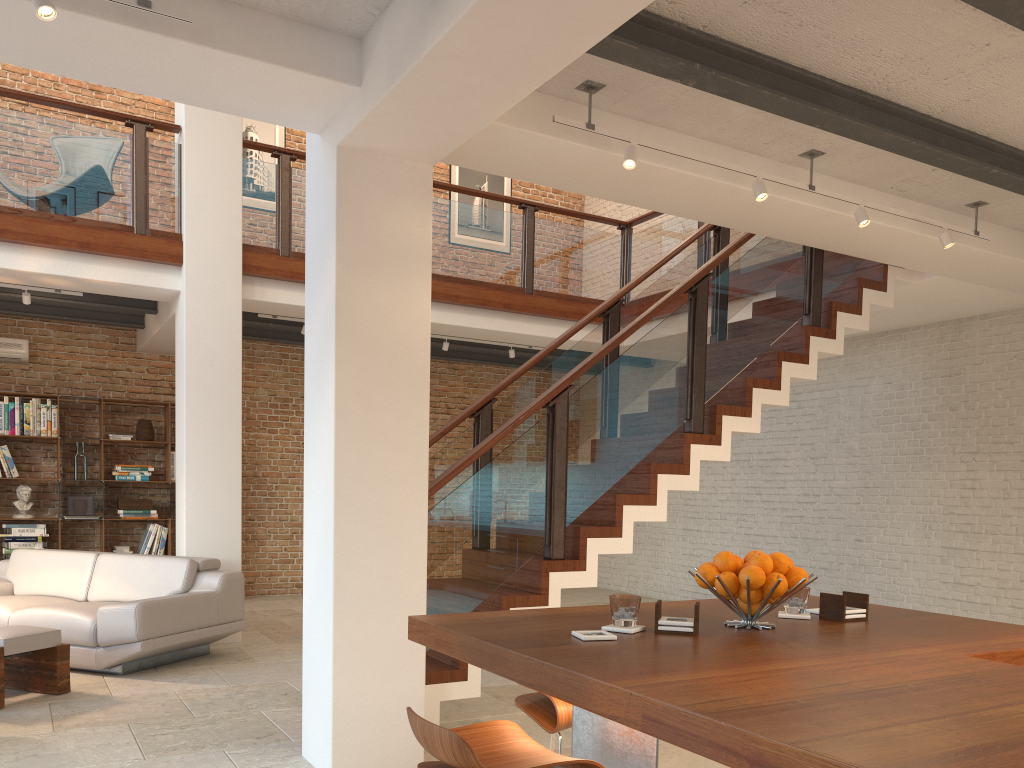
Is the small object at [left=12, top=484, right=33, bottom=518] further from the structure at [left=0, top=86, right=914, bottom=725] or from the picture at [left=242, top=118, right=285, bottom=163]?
the picture at [left=242, top=118, right=285, bottom=163]

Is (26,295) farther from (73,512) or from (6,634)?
(6,634)

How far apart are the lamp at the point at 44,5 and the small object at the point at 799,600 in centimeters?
303cm

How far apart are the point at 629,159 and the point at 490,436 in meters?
1.6 m

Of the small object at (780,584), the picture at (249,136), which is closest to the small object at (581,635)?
the small object at (780,584)

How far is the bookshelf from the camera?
9.4m

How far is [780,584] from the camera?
2.4m

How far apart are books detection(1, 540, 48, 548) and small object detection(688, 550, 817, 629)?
8.3m

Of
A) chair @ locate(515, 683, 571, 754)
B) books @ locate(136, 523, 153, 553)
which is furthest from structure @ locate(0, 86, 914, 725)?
books @ locate(136, 523, 153, 553)

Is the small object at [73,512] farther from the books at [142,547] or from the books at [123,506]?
the books at [142,547]
